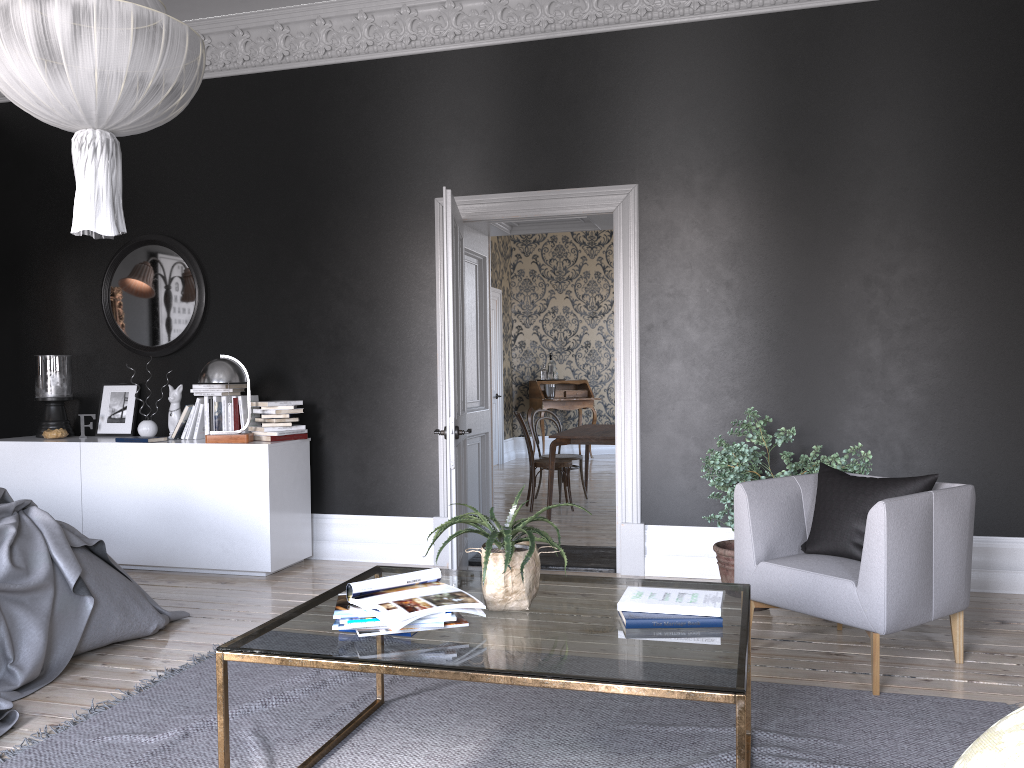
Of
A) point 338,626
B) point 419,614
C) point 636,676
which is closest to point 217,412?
point 338,626

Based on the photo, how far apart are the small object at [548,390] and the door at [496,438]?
0.74m

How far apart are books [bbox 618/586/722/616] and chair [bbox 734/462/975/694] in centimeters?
110cm

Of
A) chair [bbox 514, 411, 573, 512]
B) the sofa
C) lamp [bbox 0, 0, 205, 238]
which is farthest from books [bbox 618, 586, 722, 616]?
chair [bbox 514, 411, 573, 512]

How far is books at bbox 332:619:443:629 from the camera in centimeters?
252cm

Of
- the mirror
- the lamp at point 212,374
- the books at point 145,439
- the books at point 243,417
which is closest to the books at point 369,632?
the lamp at point 212,374

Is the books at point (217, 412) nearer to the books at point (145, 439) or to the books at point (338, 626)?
the books at point (145, 439)

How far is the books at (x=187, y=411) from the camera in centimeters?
625cm

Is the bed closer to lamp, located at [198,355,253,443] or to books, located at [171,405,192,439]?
lamp, located at [198,355,253,443]

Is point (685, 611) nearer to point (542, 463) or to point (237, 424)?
point (237, 424)
